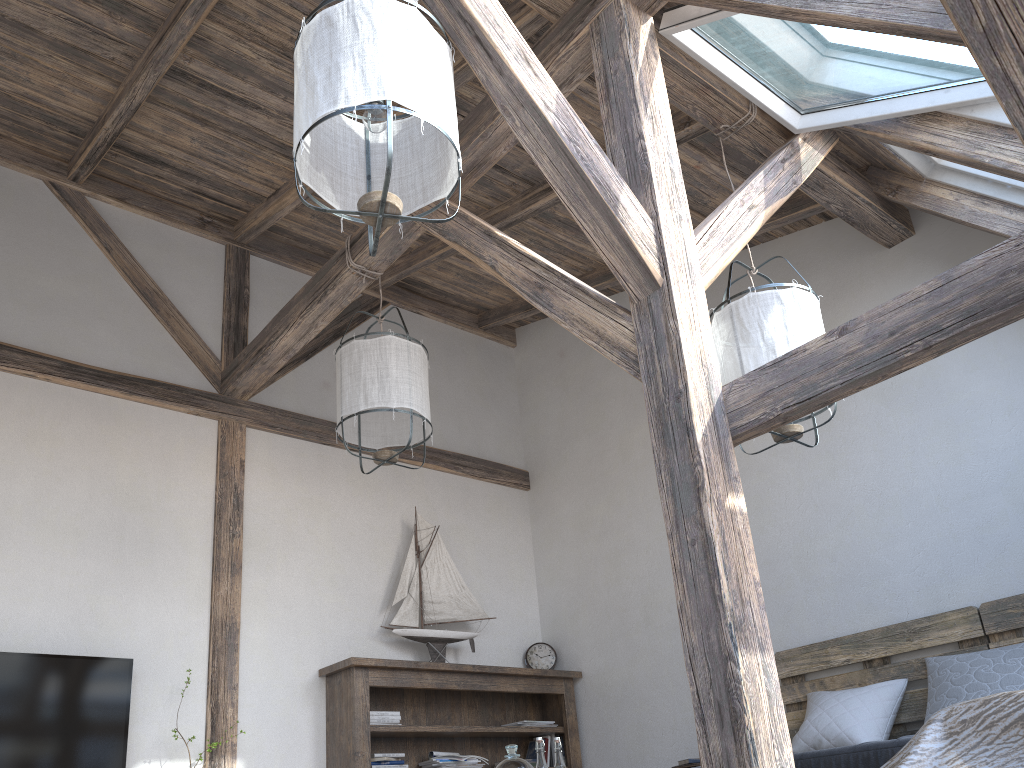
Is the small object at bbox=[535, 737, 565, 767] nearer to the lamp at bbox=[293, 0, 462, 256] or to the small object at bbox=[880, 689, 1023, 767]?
the small object at bbox=[880, 689, 1023, 767]

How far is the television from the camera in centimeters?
352cm

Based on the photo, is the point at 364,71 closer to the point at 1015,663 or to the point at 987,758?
the point at 987,758

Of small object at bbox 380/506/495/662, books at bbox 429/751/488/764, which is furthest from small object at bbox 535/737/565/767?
small object at bbox 380/506/495/662

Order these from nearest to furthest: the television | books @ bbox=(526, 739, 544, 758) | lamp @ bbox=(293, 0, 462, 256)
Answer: lamp @ bbox=(293, 0, 462, 256)
the television
books @ bbox=(526, 739, 544, 758)

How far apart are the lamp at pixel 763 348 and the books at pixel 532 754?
2.90m

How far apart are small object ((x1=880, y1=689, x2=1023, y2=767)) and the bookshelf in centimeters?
275cm

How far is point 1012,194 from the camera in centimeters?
362cm

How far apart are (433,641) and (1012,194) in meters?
3.6 m

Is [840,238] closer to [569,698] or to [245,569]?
[569,698]
